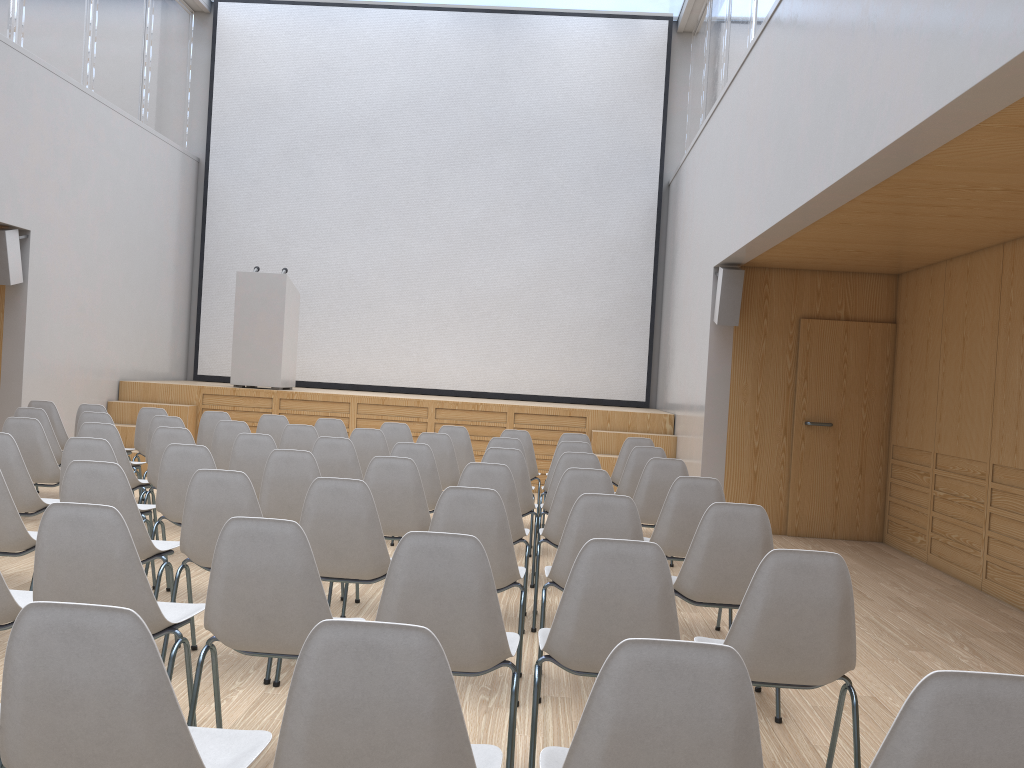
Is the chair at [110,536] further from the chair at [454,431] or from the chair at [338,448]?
the chair at [454,431]

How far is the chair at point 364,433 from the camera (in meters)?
6.64

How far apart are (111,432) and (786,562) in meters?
4.6

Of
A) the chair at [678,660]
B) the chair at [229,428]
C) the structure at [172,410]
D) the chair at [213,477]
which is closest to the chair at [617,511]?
the chair at [213,477]

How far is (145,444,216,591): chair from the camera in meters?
4.6 m

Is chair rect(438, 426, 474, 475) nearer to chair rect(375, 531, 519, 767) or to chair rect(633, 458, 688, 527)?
chair rect(633, 458, 688, 527)

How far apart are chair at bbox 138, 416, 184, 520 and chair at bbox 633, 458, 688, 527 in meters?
3.5

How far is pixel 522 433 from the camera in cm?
756

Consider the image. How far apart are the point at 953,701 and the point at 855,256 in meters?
6.4 m

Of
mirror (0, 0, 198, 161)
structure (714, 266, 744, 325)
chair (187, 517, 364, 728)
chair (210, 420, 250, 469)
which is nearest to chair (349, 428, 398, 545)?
chair (210, 420, 250, 469)
